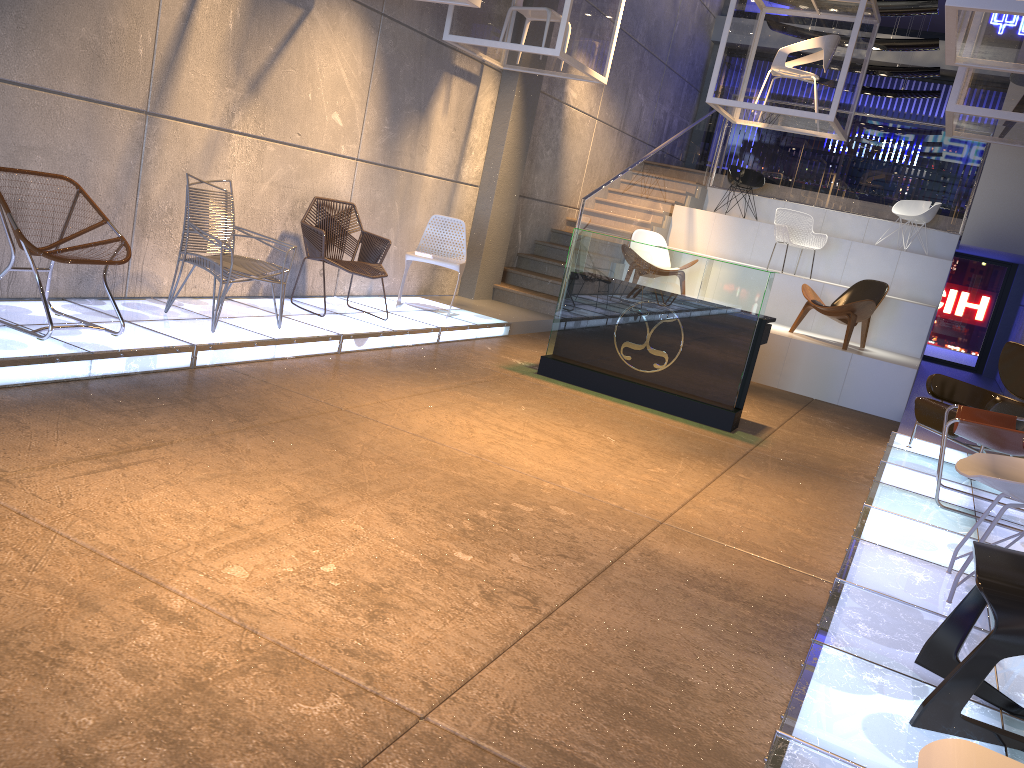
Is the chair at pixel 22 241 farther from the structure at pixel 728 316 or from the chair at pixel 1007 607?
the chair at pixel 1007 607

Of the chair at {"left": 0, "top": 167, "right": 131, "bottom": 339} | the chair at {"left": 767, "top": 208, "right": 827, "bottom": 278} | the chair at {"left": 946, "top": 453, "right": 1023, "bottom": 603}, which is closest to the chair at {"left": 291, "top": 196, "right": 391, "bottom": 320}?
the chair at {"left": 0, "top": 167, "right": 131, "bottom": 339}

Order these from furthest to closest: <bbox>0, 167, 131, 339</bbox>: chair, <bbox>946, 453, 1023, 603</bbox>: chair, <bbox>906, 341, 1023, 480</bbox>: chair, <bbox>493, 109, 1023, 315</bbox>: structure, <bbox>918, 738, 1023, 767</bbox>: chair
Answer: <bbox>493, 109, 1023, 315</bbox>: structure < <bbox>906, 341, 1023, 480</bbox>: chair < <bbox>0, 167, 131, 339</bbox>: chair < <bbox>946, 453, 1023, 603</bbox>: chair < <bbox>918, 738, 1023, 767</bbox>: chair

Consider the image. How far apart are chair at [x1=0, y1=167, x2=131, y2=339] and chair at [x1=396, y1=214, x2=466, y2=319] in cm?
340

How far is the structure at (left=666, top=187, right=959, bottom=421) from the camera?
8.9 meters

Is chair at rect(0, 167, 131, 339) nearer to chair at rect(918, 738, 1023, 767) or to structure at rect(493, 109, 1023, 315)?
chair at rect(918, 738, 1023, 767)

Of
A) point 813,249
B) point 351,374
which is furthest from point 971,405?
point 813,249

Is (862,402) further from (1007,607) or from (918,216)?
(1007,607)

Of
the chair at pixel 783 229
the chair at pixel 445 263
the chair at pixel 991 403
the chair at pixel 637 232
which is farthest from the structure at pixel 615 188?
the chair at pixel 991 403

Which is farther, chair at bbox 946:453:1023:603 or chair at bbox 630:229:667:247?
chair at bbox 630:229:667:247
